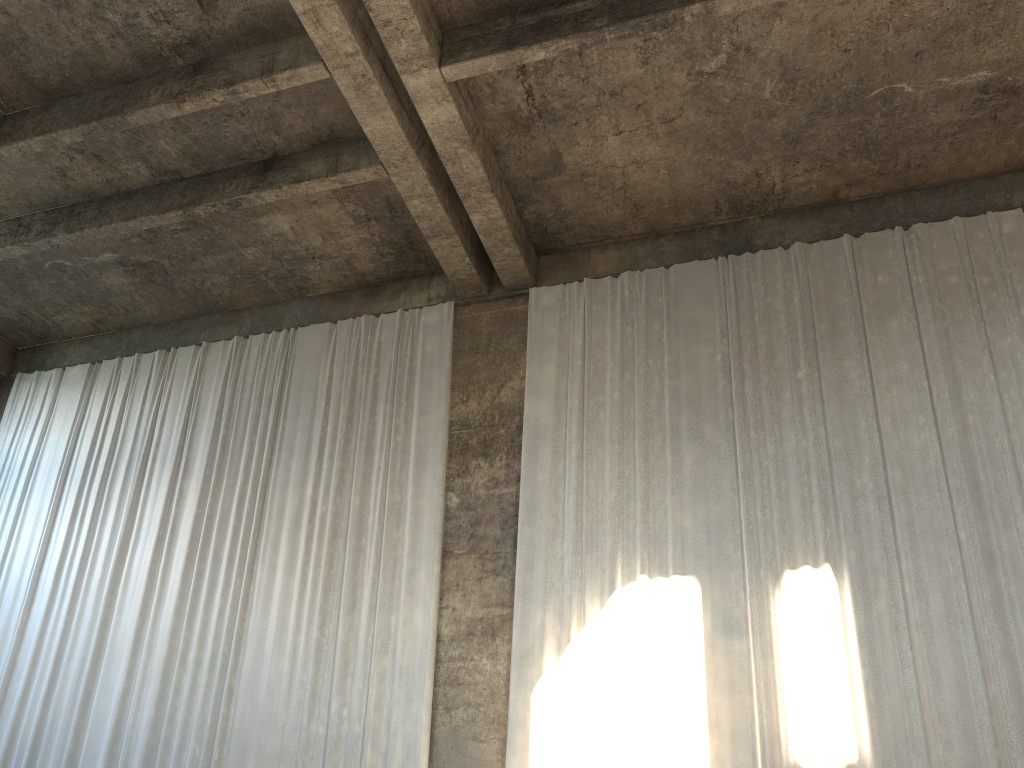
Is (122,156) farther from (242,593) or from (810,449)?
(810,449)

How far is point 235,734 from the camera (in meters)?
10.06

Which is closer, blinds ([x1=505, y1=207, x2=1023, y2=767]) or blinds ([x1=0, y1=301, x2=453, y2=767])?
blinds ([x1=505, y1=207, x2=1023, y2=767])

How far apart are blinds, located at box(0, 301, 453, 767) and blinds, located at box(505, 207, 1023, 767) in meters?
1.0 m

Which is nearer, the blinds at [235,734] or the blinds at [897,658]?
the blinds at [897,658]

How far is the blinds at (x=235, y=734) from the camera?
10.06m

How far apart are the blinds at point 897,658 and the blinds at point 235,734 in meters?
1.0 m

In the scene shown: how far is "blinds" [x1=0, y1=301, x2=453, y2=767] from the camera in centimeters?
1006cm

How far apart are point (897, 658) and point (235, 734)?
7.2m
